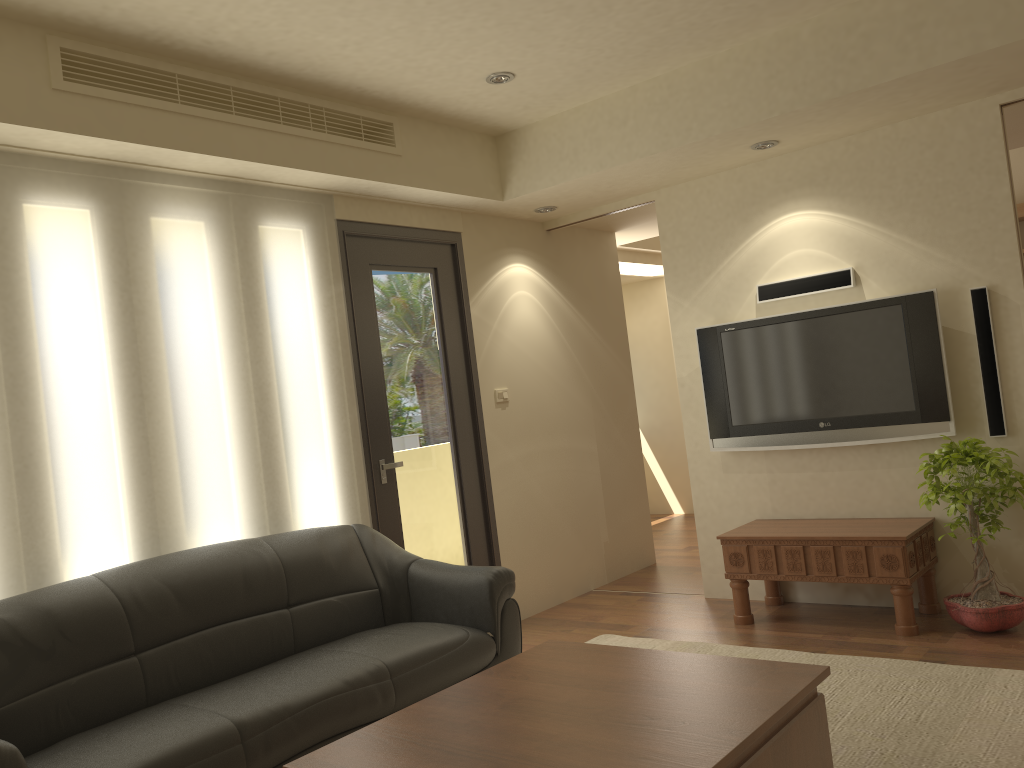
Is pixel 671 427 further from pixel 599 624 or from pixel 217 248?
pixel 217 248

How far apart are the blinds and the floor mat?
1.5 meters

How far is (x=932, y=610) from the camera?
4.7m

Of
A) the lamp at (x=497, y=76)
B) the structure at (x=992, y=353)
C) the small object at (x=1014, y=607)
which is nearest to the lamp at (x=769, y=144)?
the structure at (x=992, y=353)

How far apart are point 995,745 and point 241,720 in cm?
255

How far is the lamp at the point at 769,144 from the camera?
4.79m

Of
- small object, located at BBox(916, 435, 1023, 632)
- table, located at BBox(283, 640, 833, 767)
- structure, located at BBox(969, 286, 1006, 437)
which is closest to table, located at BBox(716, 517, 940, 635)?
small object, located at BBox(916, 435, 1023, 632)

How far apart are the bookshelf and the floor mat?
4.5 meters

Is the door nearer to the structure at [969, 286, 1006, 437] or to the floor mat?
the floor mat

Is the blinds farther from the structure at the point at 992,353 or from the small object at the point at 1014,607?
the structure at the point at 992,353
